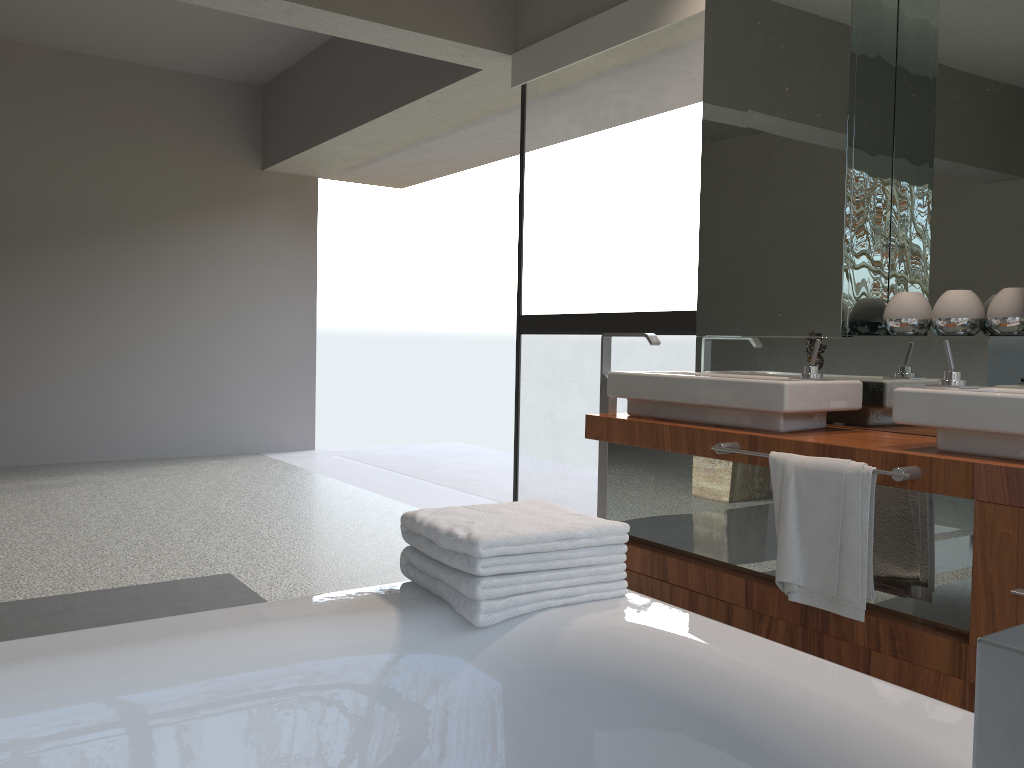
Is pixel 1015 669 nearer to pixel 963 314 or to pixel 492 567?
pixel 492 567

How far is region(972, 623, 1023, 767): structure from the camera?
0.19m

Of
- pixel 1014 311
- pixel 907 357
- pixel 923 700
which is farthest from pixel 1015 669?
pixel 907 357

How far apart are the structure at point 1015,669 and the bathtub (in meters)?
0.90

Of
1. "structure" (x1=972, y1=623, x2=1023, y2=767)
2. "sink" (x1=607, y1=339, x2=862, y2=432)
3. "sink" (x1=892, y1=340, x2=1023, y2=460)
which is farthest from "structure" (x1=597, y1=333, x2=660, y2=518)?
"structure" (x1=972, y1=623, x2=1023, y2=767)

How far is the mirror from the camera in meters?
2.5

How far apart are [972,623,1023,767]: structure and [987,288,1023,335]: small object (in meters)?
2.45

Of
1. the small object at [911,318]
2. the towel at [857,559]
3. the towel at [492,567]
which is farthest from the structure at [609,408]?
the towel at [492,567]

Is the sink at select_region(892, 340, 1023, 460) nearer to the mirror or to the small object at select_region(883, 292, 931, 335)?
the mirror

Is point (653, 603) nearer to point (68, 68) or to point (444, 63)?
point (444, 63)
